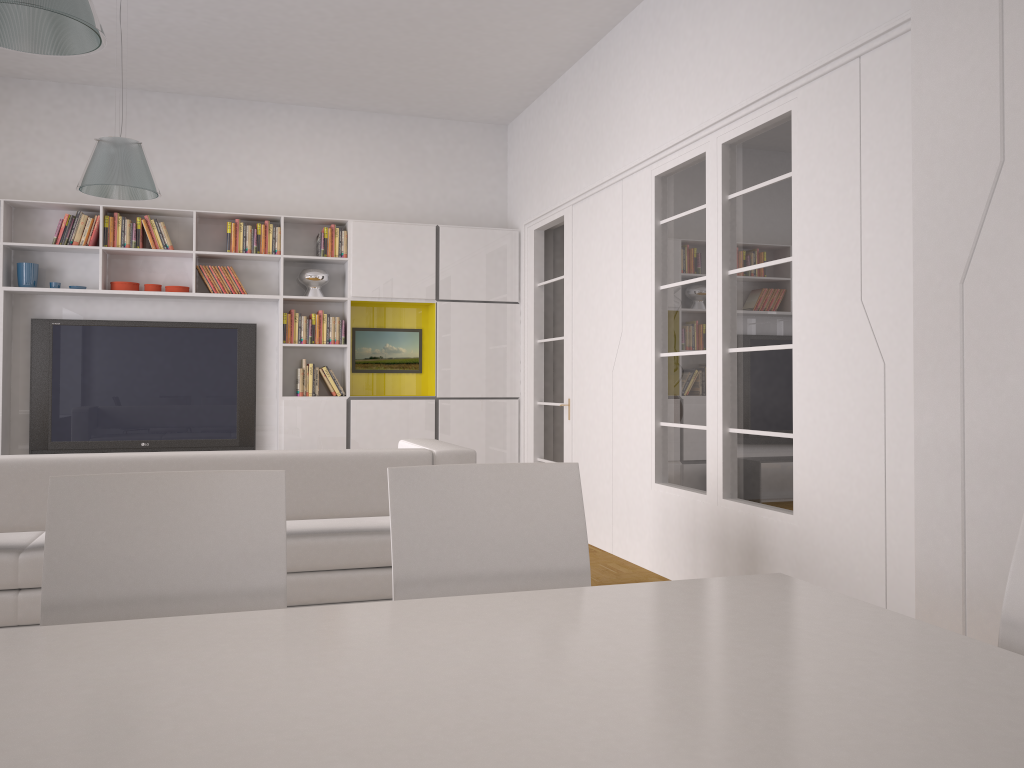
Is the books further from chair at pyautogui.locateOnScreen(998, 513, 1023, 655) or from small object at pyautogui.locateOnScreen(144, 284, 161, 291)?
chair at pyautogui.locateOnScreen(998, 513, 1023, 655)

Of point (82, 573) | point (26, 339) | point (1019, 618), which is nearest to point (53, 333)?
point (26, 339)

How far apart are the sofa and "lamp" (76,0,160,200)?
2.30m

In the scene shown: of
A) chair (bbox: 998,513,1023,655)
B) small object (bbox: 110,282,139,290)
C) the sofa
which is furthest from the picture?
chair (bbox: 998,513,1023,655)

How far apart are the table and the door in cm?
475

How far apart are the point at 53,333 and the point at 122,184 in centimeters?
232cm

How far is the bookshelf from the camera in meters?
6.8

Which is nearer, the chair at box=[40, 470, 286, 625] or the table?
the table

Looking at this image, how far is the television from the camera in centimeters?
681cm

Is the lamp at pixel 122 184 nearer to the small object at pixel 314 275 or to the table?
the small object at pixel 314 275
